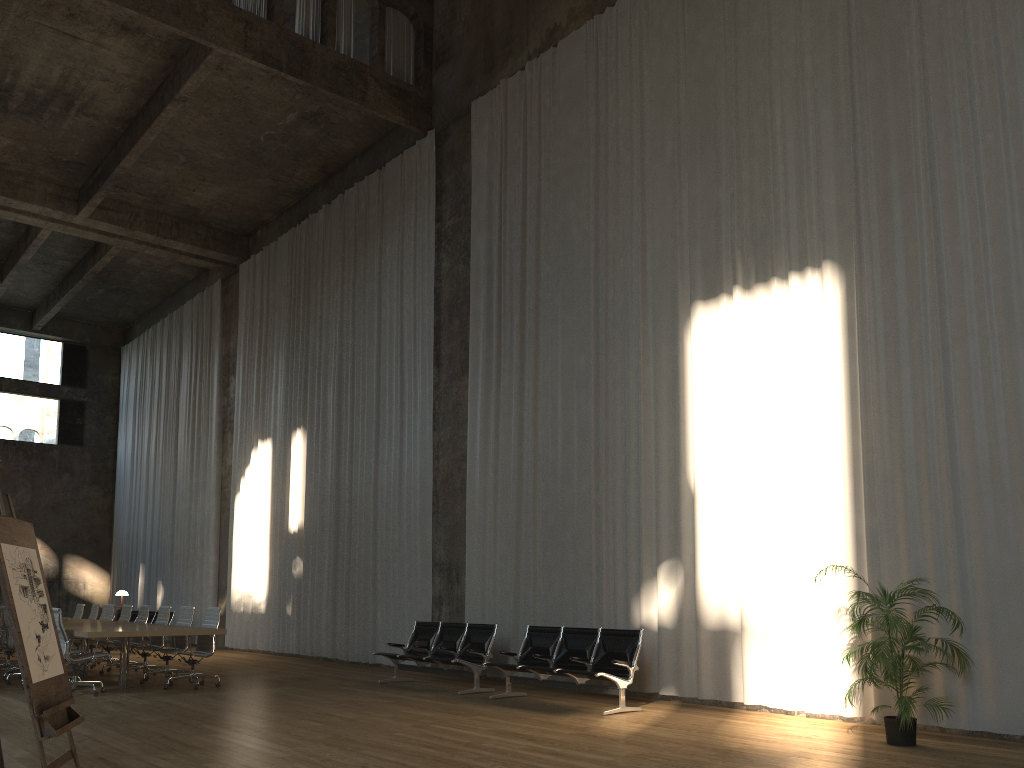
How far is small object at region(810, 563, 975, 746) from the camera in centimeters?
653cm

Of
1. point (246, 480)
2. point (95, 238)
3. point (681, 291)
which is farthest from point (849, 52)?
point (95, 238)

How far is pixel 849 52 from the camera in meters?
8.9 m

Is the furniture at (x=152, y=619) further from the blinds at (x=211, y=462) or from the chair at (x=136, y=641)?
the chair at (x=136, y=641)

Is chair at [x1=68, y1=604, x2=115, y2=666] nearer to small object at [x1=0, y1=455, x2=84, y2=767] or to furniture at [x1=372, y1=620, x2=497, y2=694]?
furniture at [x1=372, y1=620, x2=497, y2=694]

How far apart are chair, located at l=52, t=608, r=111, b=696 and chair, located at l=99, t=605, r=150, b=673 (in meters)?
2.96

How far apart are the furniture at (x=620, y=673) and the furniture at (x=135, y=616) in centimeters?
1433cm

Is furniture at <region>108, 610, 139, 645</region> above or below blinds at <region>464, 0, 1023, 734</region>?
below

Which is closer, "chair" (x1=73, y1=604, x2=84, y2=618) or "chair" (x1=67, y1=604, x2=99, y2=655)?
"chair" (x1=67, y1=604, x2=99, y2=655)

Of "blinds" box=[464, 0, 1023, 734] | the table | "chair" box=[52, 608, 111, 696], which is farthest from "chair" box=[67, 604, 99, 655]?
"blinds" box=[464, 0, 1023, 734]
